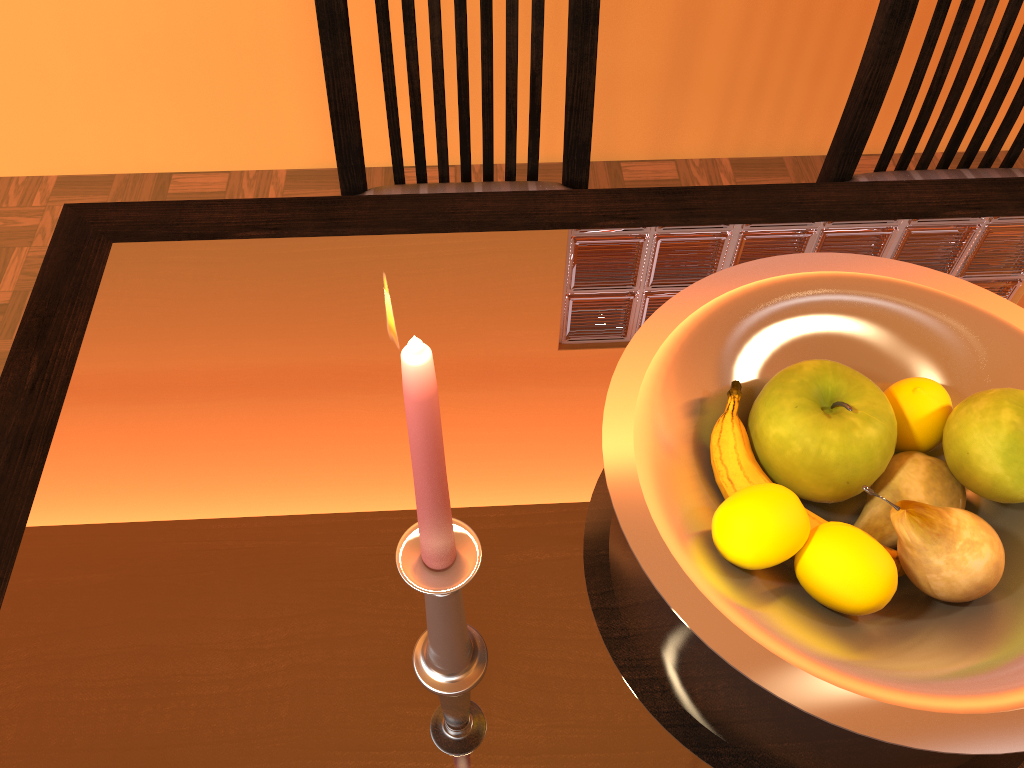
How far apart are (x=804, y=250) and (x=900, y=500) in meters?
0.3

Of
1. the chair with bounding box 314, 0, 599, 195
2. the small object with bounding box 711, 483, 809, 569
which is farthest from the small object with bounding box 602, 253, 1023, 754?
the chair with bounding box 314, 0, 599, 195

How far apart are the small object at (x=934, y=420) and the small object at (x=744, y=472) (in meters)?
0.07

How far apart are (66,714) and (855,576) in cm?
44

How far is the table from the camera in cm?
49

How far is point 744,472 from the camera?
0.5 meters

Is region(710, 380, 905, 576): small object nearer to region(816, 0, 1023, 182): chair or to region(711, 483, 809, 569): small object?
region(711, 483, 809, 569): small object

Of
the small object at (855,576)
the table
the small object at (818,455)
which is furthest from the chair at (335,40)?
the small object at (855,576)

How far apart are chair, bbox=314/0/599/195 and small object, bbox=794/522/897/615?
0.6 meters

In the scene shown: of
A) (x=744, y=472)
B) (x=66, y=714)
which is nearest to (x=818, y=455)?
(x=744, y=472)
